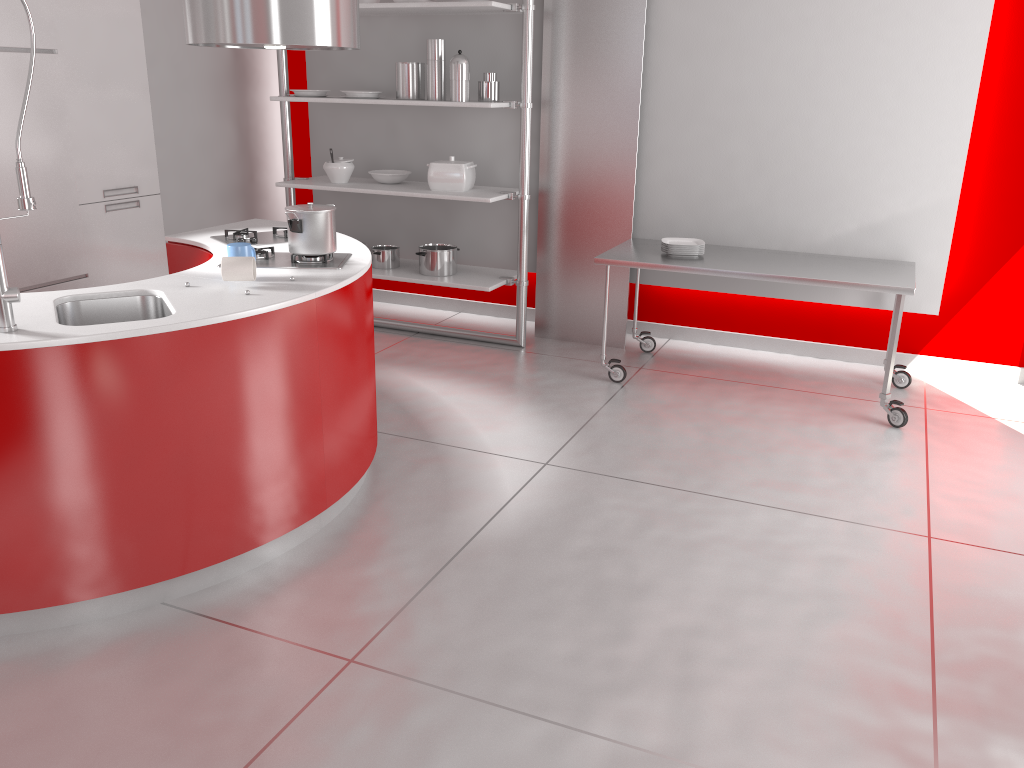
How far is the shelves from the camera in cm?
486

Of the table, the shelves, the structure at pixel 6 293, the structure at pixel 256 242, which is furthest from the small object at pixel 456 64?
the structure at pixel 6 293

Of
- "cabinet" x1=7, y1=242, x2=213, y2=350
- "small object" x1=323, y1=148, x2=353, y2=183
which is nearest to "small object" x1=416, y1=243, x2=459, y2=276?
"small object" x1=323, y1=148, x2=353, y2=183

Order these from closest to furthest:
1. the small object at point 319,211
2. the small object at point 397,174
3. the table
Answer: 1. the small object at point 319,211
2. the table
3. the small object at point 397,174

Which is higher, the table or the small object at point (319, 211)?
the small object at point (319, 211)

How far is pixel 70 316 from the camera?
2.80m

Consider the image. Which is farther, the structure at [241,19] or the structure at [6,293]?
the structure at [241,19]

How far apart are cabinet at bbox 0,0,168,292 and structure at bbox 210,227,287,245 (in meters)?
1.47

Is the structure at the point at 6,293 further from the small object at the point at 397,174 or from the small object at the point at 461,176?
the small object at the point at 397,174

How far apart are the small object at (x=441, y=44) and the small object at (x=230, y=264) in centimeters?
247cm
